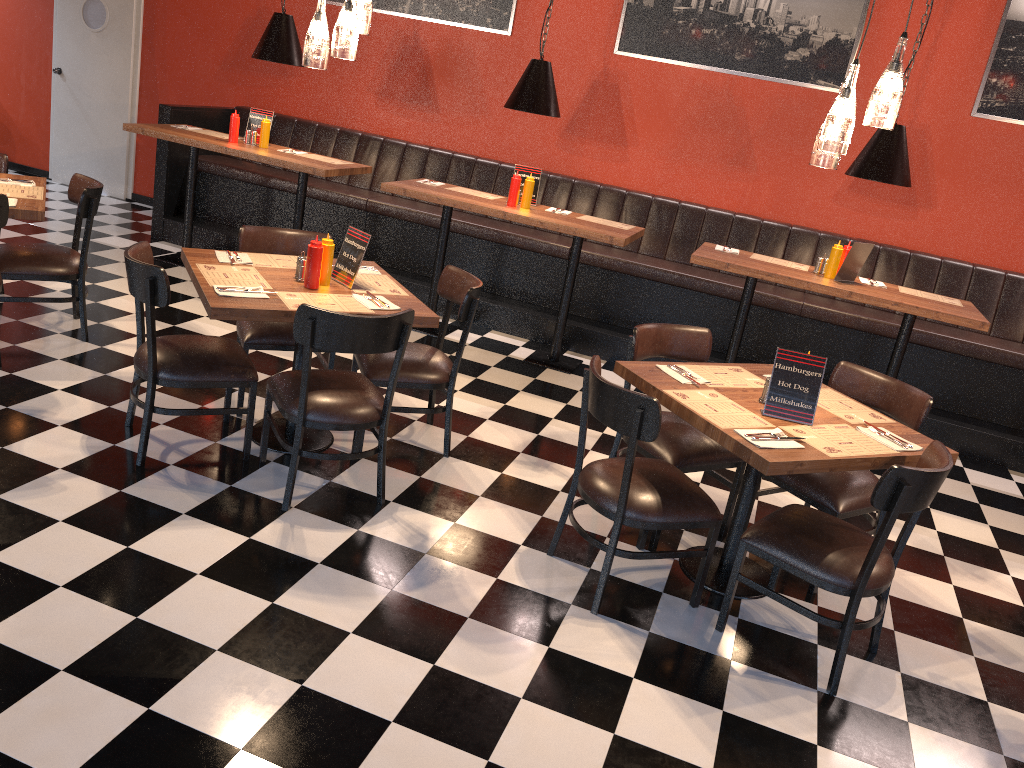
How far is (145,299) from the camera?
3.52m

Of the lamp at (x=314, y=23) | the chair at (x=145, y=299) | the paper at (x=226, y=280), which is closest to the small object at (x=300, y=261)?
the paper at (x=226, y=280)

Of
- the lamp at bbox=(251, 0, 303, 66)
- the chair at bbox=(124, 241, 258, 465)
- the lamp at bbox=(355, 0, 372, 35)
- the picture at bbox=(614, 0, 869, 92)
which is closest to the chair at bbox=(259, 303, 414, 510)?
the chair at bbox=(124, 241, 258, 465)

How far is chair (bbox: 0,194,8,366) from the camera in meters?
4.2 m

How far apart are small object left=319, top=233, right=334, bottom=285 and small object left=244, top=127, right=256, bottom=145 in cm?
302

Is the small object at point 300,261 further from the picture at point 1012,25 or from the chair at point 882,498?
the picture at point 1012,25

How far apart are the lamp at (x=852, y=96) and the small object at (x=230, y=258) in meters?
2.6

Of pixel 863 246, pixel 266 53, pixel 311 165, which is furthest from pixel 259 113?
pixel 863 246

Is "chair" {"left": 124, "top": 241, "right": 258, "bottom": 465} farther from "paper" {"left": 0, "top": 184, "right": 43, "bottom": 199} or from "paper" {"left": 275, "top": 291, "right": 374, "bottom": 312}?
"paper" {"left": 0, "top": 184, "right": 43, "bottom": 199}

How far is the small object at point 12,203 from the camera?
4.4 meters
